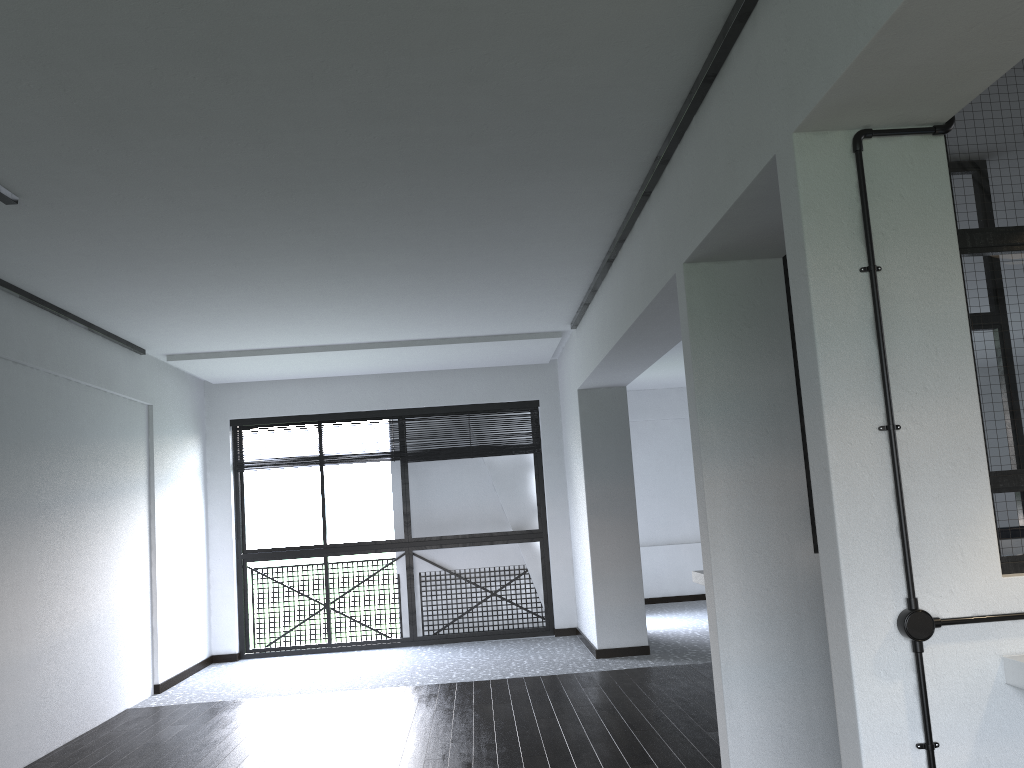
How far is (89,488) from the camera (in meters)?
5.34

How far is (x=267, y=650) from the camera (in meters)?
7.53

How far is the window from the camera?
7.5 meters

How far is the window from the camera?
7.5m
